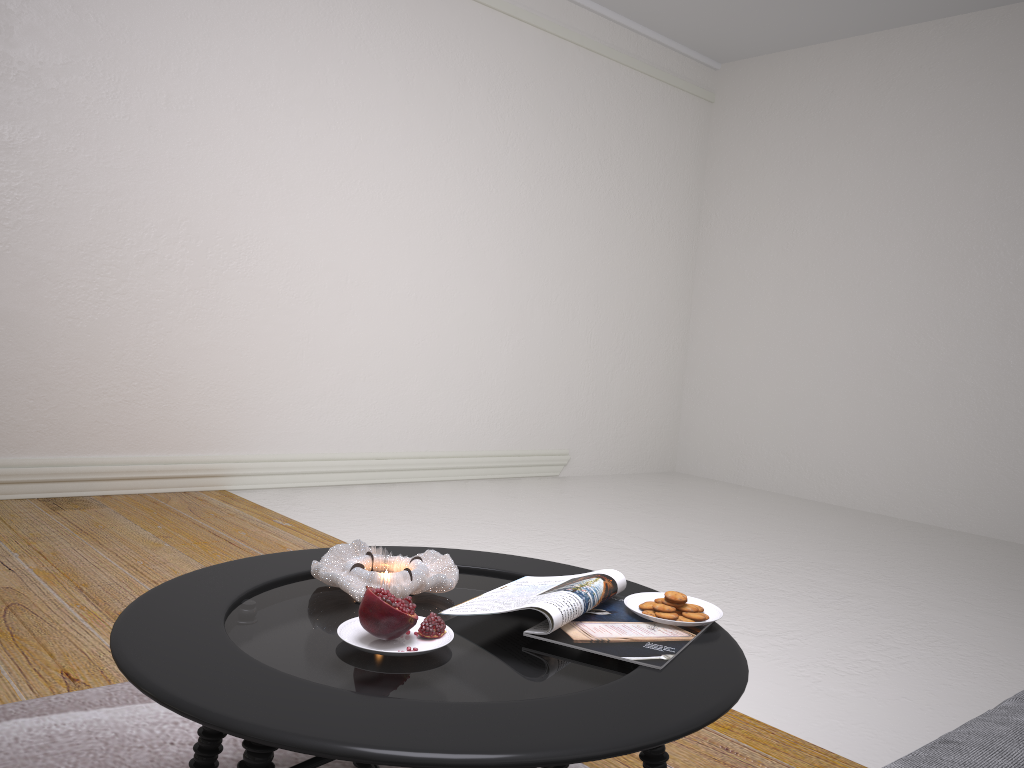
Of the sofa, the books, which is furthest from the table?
the sofa

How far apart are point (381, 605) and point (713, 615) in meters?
0.6

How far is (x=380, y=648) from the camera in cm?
125

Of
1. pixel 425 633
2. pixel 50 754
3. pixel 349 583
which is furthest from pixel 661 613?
pixel 50 754

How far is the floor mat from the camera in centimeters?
172cm

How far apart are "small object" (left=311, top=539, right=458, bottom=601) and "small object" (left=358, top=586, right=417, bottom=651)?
0.14m

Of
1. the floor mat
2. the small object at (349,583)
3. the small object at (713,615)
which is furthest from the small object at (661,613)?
the floor mat

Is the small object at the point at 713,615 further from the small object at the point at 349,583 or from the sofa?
the sofa

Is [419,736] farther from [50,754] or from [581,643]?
[50,754]

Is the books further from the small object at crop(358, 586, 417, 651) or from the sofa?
the sofa
